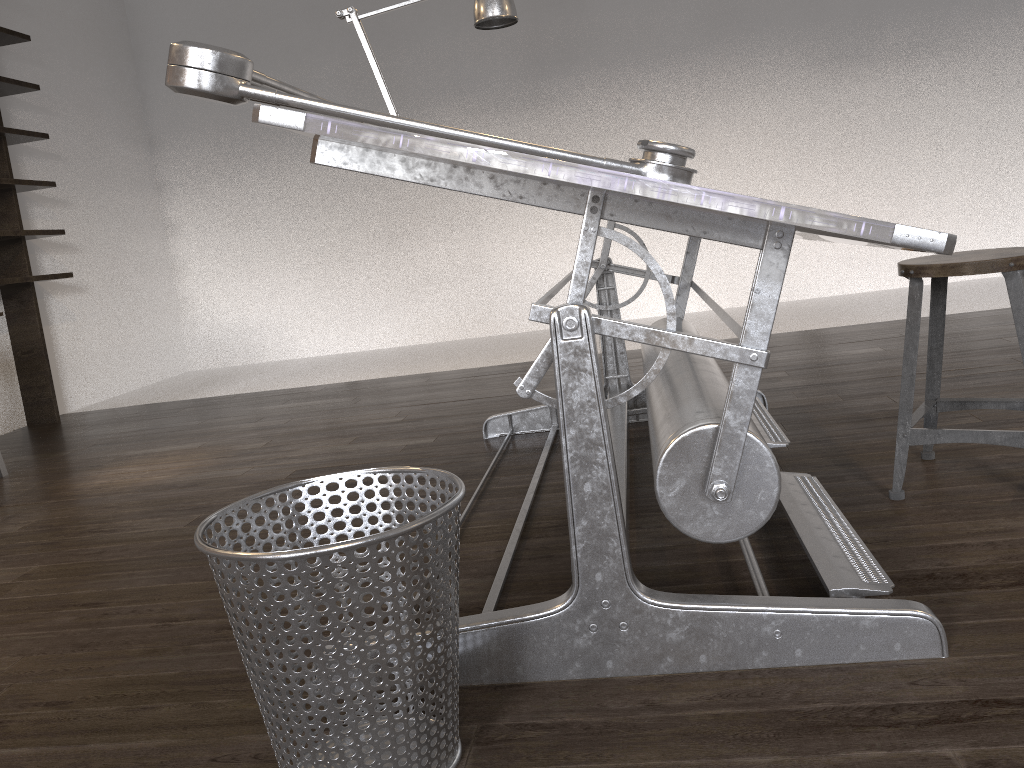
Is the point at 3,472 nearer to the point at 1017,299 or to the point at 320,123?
the point at 320,123

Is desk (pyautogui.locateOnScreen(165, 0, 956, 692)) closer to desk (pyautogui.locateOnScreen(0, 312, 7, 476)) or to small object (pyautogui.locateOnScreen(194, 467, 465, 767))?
small object (pyautogui.locateOnScreen(194, 467, 465, 767))

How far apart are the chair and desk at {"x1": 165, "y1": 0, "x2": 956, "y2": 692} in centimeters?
19cm

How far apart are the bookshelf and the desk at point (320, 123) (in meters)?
2.95

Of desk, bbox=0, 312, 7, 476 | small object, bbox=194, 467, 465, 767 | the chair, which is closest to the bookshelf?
desk, bbox=0, 312, 7, 476

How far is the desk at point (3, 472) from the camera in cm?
362

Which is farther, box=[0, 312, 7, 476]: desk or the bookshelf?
the bookshelf

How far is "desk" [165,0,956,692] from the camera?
1.15m

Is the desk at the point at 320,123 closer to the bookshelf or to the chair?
the chair

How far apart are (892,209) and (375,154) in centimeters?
543cm
